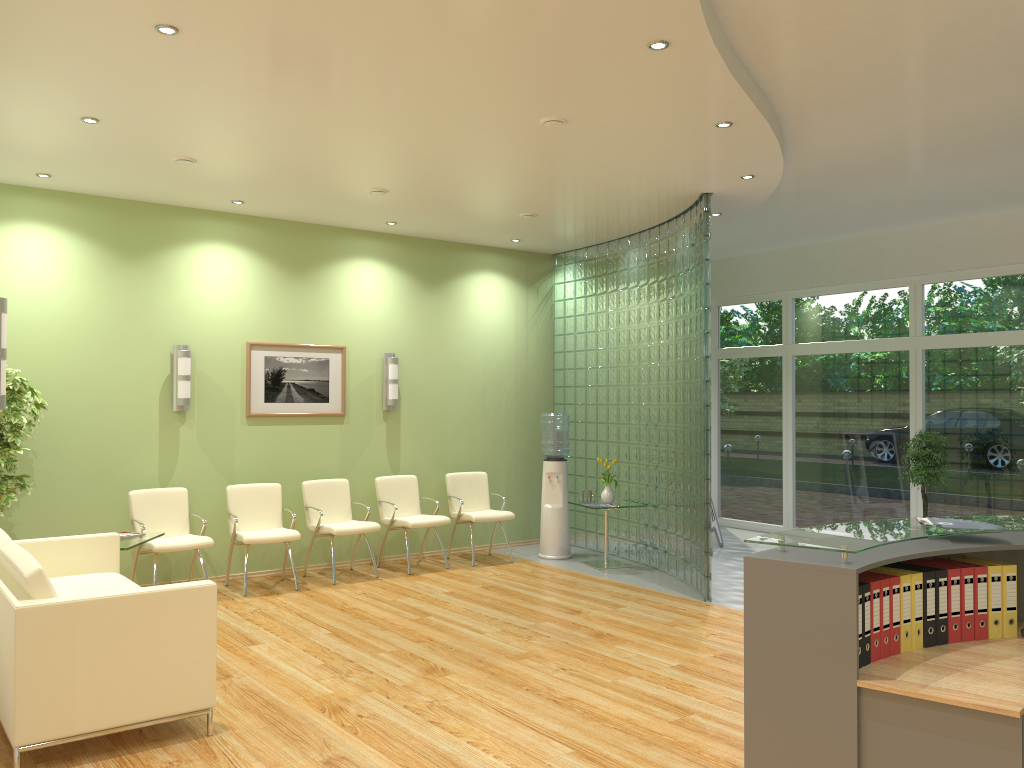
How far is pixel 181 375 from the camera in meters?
7.7

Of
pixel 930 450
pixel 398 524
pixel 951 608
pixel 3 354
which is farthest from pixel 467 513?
pixel 951 608

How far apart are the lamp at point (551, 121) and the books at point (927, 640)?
3.3 meters

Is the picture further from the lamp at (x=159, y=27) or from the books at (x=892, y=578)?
the books at (x=892, y=578)

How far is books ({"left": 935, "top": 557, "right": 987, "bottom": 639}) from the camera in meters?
3.4

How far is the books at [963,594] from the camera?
3.4 meters

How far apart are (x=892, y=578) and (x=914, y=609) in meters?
0.2

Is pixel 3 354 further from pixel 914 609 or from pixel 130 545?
pixel 914 609

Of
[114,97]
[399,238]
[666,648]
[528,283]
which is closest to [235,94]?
[114,97]

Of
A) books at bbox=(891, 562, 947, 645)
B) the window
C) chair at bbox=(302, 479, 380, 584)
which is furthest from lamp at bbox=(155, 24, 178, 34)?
the window
